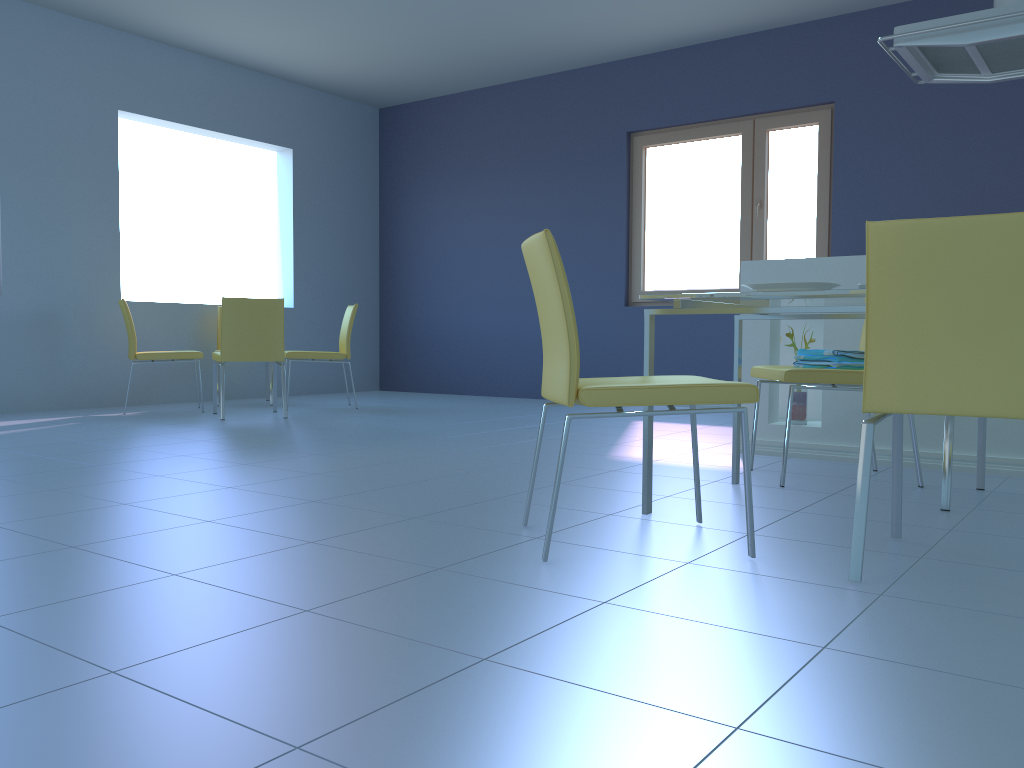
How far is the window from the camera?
5.7m

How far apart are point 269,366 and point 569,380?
4.7m

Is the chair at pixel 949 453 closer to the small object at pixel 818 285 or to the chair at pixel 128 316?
the small object at pixel 818 285

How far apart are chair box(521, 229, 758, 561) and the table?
0.23m

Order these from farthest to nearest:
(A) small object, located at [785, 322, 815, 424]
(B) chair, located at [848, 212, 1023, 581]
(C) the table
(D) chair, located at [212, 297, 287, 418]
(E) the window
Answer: (E) the window
(D) chair, located at [212, 297, 287, 418]
(A) small object, located at [785, 322, 815, 424]
(C) the table
(B) chair, located at [848, 212, 1023, 581]

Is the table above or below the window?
below

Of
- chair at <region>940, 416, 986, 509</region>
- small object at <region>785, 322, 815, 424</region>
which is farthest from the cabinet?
chair at <region>940, 416, 986, 509</region>

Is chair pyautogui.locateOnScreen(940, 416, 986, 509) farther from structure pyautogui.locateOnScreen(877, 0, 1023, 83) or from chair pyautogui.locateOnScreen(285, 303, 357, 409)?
chair pyautogui.locateOnScreen(285, 303, 357, 409)

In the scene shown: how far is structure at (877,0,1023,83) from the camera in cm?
311

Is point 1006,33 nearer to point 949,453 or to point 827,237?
point 949,453
